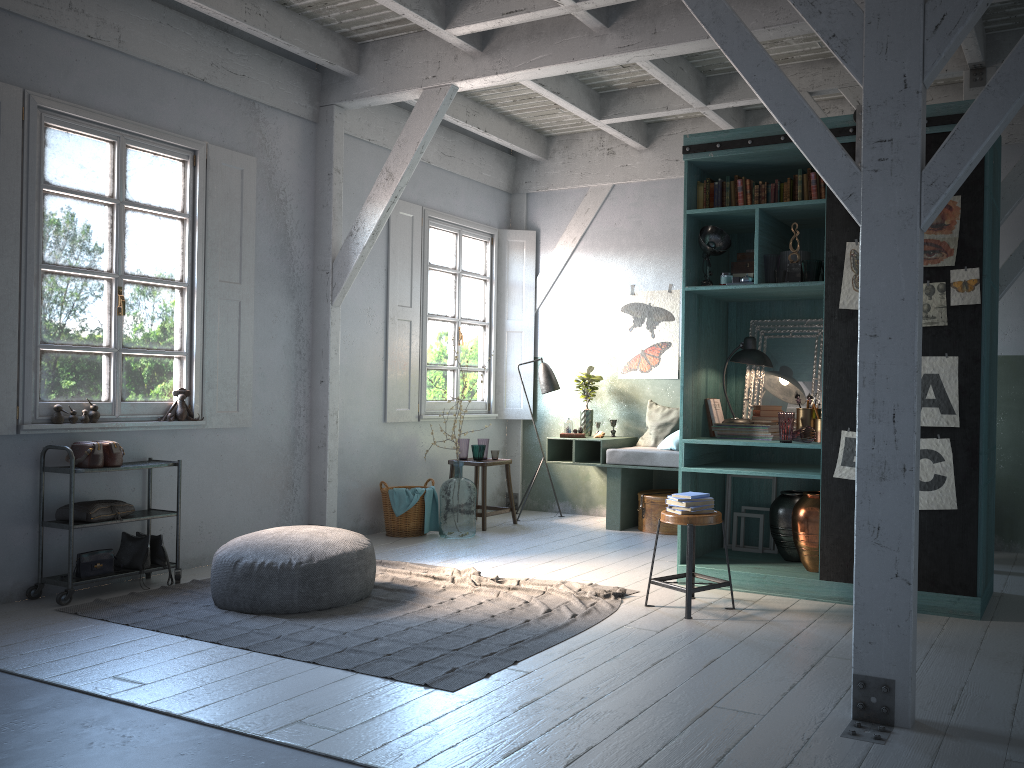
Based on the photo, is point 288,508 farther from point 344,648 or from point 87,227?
point 344,648

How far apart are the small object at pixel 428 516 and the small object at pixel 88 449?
3.22m

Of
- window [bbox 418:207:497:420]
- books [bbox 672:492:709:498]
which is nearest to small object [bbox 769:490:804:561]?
books [bbox 672:492:709:498]

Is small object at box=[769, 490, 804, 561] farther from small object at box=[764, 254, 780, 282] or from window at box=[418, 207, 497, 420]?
window at box=[418, 207, 497, 420]

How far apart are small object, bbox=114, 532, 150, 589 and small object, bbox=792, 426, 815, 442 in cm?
475

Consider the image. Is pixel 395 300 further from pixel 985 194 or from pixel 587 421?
pixel 985 194

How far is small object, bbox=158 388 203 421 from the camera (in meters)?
7.10

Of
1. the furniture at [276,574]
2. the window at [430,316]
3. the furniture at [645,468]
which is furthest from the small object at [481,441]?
the furniture at [276,574]

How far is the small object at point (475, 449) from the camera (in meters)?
9.24

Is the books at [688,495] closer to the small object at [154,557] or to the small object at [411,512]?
the small object at [411,512]
